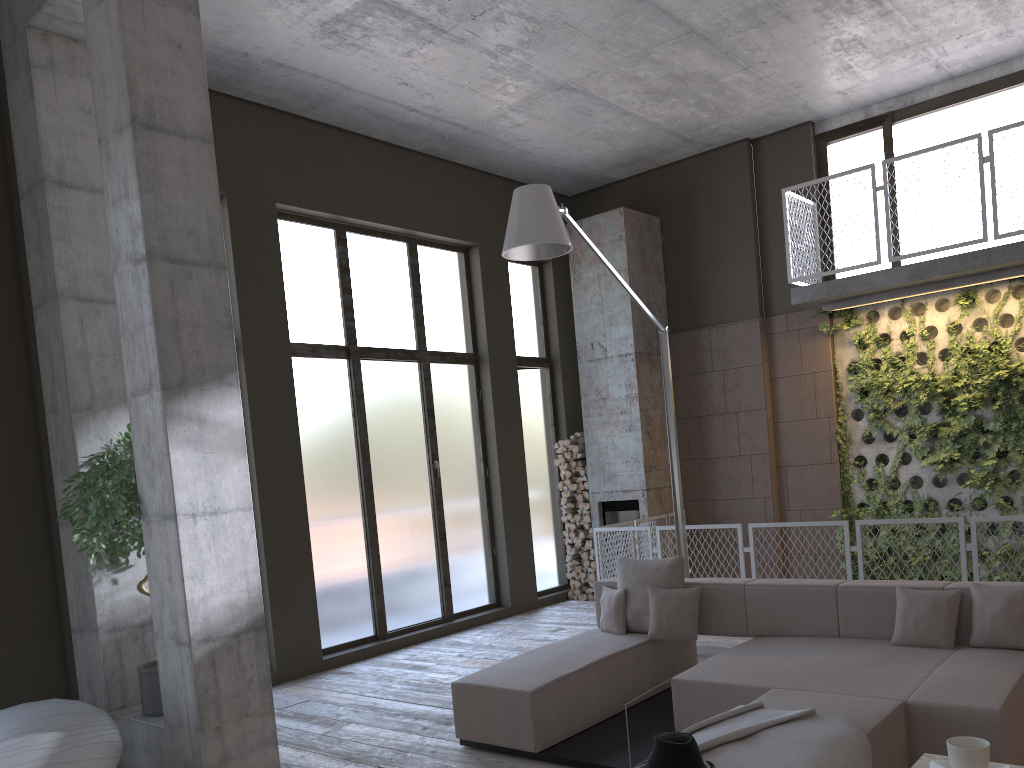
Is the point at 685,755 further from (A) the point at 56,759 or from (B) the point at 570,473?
(B) the point at 570,473

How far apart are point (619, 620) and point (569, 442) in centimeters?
467cm

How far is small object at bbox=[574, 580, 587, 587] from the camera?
10.6 meters

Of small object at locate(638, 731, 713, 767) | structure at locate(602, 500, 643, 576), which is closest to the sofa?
small object at locate(638, 731, 713, 767)

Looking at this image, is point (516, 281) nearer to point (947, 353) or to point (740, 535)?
point (740, 535)

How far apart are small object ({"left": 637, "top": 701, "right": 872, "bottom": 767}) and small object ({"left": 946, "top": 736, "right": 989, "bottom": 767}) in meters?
1.3

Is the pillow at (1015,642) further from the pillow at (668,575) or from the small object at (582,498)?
the small object at (582,498)

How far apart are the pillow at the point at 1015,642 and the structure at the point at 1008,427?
4.1 meters

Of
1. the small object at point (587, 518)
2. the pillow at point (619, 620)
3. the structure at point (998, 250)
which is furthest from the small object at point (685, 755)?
the small object at point (587, 518)

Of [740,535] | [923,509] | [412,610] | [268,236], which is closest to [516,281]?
[268,236]
